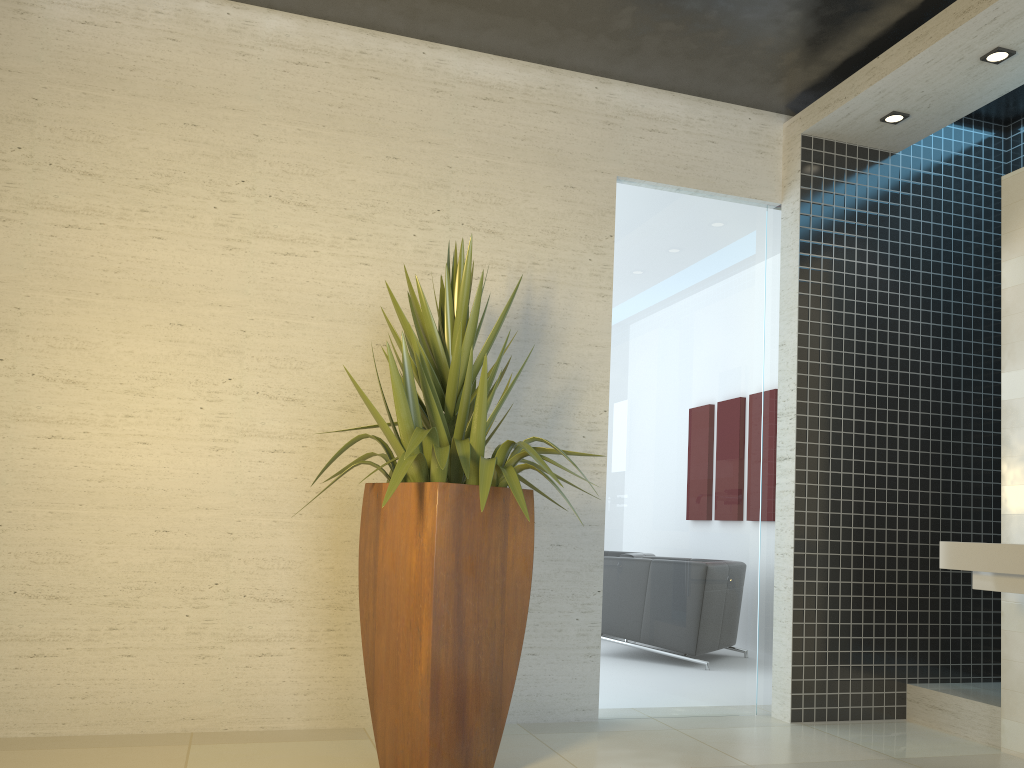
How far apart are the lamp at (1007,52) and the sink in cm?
221

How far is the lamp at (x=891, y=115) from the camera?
4.62m

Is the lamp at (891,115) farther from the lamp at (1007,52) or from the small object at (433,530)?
the small object at (433,530)

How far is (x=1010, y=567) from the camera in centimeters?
342cm

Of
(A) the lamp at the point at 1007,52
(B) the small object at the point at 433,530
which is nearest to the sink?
(B) the small object at the point at 433,530

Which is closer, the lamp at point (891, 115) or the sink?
the sink

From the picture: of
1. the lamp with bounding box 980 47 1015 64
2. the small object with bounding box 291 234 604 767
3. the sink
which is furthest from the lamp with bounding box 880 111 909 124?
the small object with bounding box 291 234 604 767

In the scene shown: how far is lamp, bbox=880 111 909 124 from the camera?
4.6m

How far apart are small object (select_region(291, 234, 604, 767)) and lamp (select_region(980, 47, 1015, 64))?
2.6 meters

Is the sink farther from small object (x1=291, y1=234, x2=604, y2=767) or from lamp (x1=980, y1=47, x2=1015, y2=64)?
lamp (x1=980, y1=47, x2=1015, y2=64)
